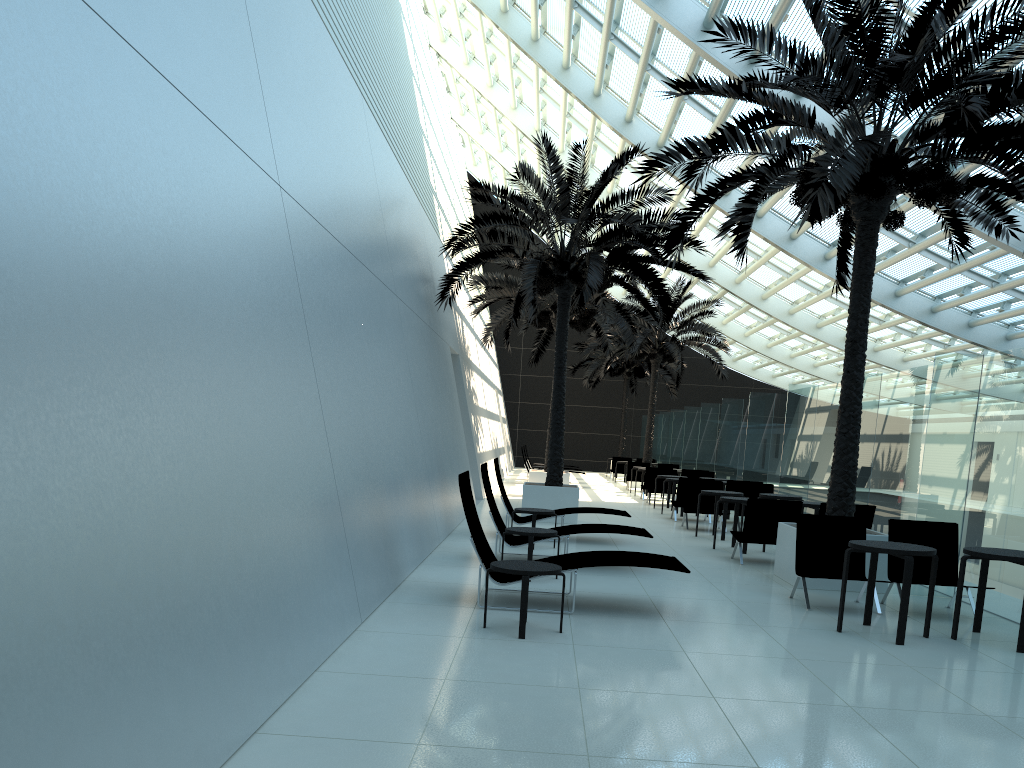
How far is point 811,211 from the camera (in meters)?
8.59

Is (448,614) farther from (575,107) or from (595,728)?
(575,107)

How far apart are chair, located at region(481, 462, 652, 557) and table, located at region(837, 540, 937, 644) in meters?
3.0

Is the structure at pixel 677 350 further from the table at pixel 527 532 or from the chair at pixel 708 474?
the table at pixel 527 532

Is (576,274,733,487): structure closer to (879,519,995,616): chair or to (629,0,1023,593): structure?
(629,0,1023,593): structure

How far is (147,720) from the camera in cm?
310

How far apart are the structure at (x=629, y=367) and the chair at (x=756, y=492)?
19.2m

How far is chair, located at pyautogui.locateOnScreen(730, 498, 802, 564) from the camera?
11.2m

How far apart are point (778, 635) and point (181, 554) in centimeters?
498cm

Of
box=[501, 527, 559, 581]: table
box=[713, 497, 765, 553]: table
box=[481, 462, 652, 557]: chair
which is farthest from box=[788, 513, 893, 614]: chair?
box=[713, 497, 765, 553]: table
